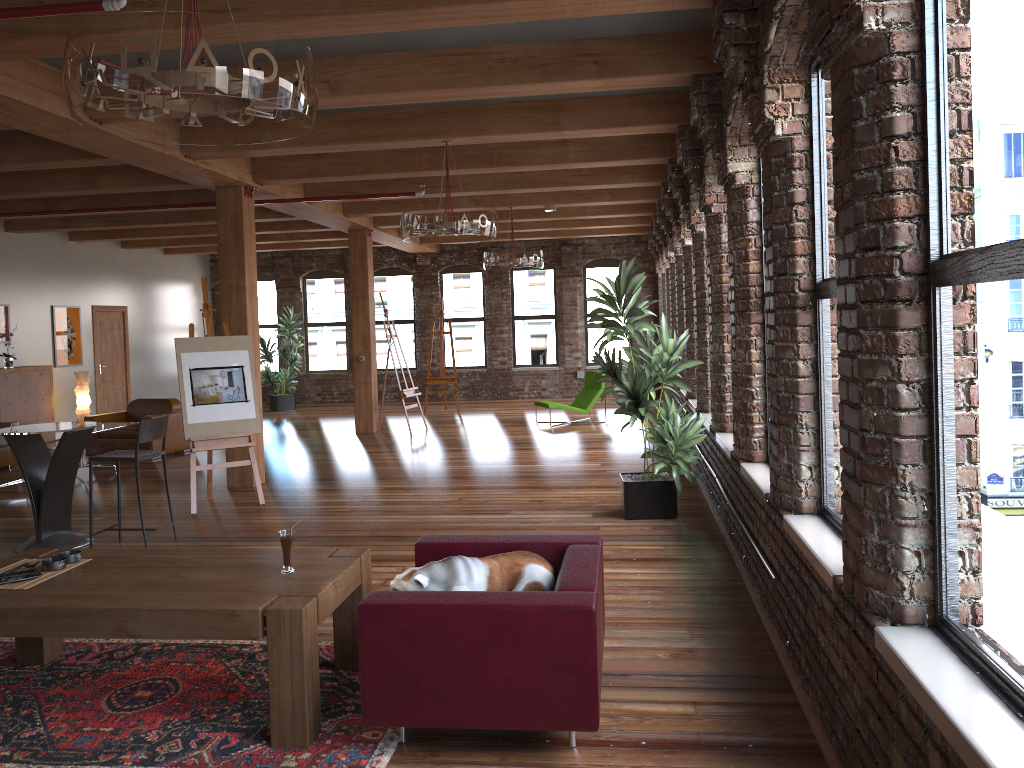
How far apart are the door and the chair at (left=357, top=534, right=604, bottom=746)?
12.3m

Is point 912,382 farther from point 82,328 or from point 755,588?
point 82,328

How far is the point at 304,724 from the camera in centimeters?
339cm

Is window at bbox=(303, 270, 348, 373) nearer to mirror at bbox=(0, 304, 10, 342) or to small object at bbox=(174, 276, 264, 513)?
mirror at bbox=(0, 304, 10, 342)

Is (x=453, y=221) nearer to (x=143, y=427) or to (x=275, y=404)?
(x=143, y=427)

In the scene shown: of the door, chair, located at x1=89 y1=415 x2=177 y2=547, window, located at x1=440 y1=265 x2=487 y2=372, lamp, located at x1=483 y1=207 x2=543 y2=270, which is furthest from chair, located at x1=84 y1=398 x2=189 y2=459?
window, located at x1=440 y1=265 x2=487 y2=372

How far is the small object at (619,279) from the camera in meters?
6.9

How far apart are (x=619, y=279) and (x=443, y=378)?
9.54m

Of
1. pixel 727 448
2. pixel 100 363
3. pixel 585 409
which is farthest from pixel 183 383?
pixel 100 363

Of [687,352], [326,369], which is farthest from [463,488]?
[326,369]
